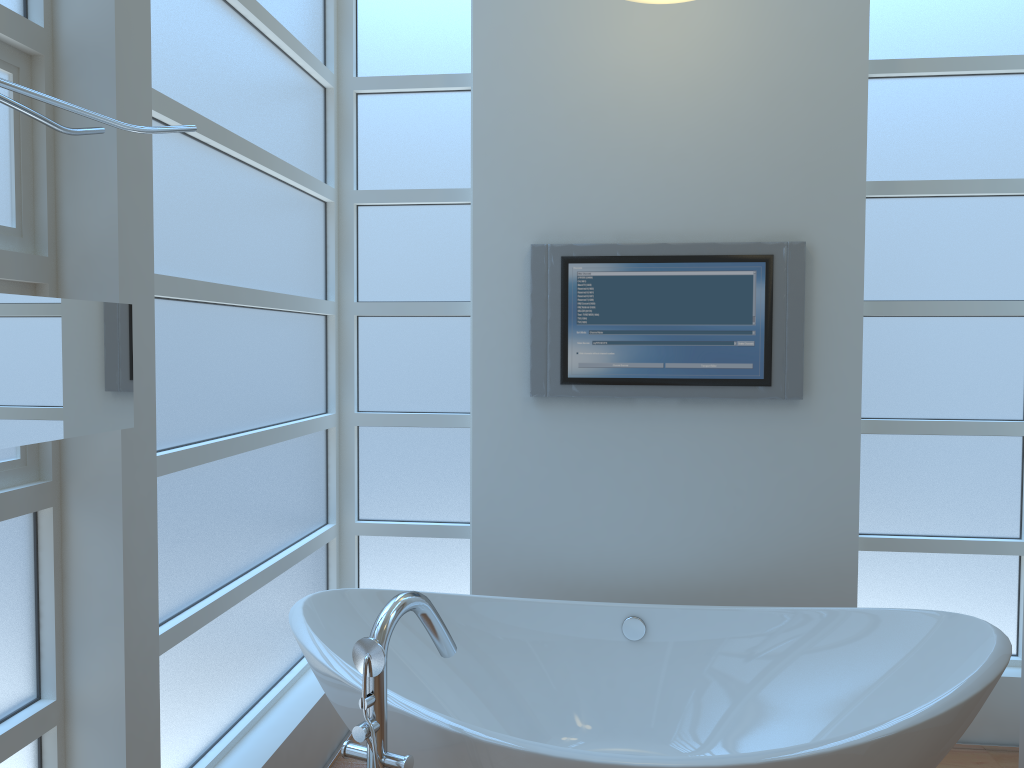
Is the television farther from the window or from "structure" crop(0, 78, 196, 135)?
"structure" crop(0, 78, 196, 135)

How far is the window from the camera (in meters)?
2.09

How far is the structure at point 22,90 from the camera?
1.01m

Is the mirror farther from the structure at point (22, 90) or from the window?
the window

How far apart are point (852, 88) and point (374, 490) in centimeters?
212cm

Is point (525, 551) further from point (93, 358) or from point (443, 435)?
point (93, 358)

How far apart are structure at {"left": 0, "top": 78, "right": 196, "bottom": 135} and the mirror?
0.24m

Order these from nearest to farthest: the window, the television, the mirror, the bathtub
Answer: the mirror → the bathtub → the window → the television

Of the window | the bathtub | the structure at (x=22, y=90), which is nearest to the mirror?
the structure at (x=22, y=90)

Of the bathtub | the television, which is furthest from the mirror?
the television
